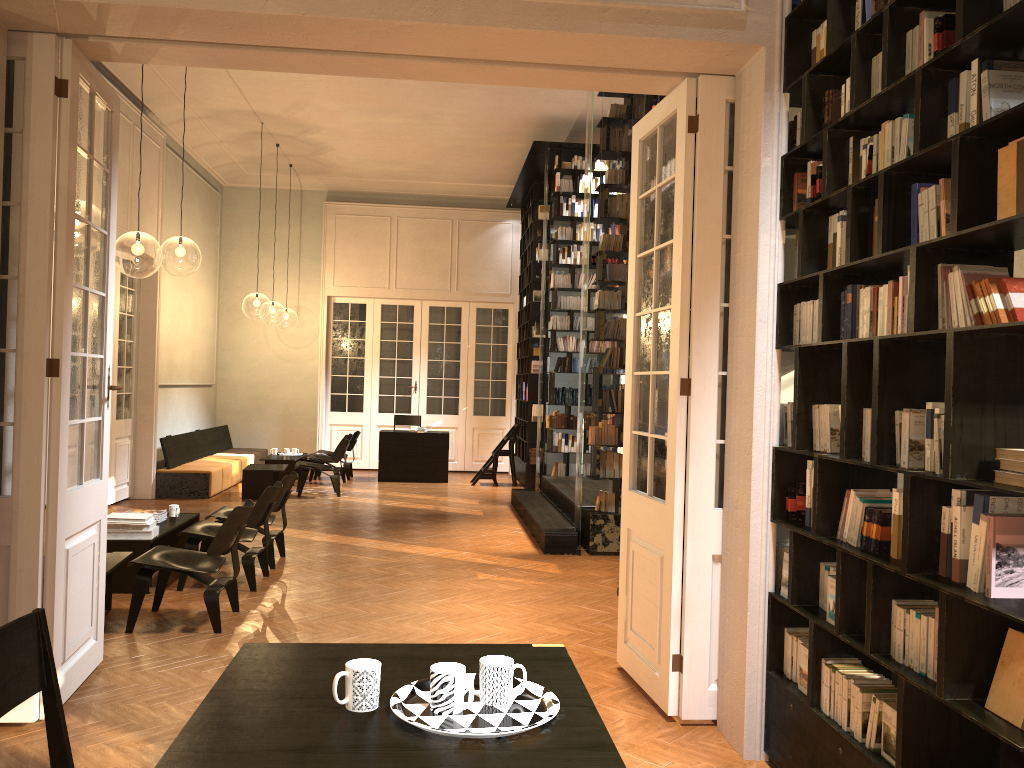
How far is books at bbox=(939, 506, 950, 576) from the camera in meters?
2.8 m

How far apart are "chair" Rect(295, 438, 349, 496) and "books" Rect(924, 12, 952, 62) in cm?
1061

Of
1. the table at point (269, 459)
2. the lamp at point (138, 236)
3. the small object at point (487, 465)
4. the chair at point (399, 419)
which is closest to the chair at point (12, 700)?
the lamp at point (138, 236)

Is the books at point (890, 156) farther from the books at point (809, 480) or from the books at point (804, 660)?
the books at point (804, 660)

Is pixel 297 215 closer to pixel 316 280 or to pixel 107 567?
pixel 316 280

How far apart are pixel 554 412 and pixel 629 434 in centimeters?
715cm

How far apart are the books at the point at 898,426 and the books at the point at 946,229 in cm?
64

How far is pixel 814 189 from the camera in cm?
380

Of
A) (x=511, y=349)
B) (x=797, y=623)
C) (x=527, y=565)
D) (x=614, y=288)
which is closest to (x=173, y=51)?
(x=797, y=623)

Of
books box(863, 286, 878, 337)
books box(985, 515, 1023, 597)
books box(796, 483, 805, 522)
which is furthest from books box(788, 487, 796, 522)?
books box(985, 515, 1023, 597)
